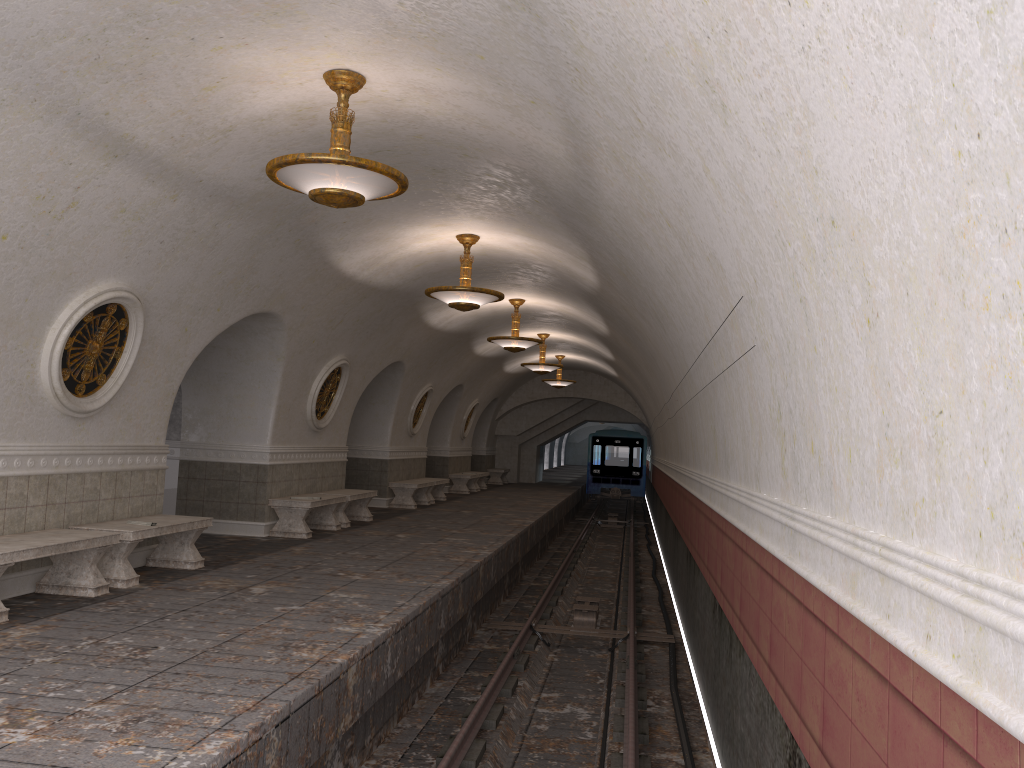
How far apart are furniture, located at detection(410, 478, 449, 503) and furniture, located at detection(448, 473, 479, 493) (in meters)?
2.97

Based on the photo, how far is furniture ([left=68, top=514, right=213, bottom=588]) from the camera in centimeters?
776cm

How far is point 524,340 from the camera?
15.5 meters

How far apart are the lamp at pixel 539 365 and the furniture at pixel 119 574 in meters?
11.9

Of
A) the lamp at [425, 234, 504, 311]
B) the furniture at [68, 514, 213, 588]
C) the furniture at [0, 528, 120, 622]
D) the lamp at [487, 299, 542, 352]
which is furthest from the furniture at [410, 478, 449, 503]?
the furniture at [0, 528, 120, 622]

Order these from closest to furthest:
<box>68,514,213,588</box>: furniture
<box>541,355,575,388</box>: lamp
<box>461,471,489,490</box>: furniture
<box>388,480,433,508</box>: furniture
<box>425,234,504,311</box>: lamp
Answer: <box>68,514,213,588</box>: furniture
<box>425,234,504,311</box>: lamp
<box>388,480,433,508</box>: furniture
<box>541,355,575,388</box>: lamp
<box>461,471,489,490</box>: furniture

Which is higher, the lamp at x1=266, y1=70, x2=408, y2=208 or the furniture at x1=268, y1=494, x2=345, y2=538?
the lamp at x1=266, y1=70, x2=408, y2=208

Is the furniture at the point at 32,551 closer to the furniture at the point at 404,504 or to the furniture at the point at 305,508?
the furniture at the point at 305,508

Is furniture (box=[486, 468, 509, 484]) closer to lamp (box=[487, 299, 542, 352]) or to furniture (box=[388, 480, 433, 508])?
furniture (box=[388, 480, 433, 508])

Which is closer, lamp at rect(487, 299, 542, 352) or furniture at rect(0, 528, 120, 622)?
furniture at rect(0, 528, 120, 622)
